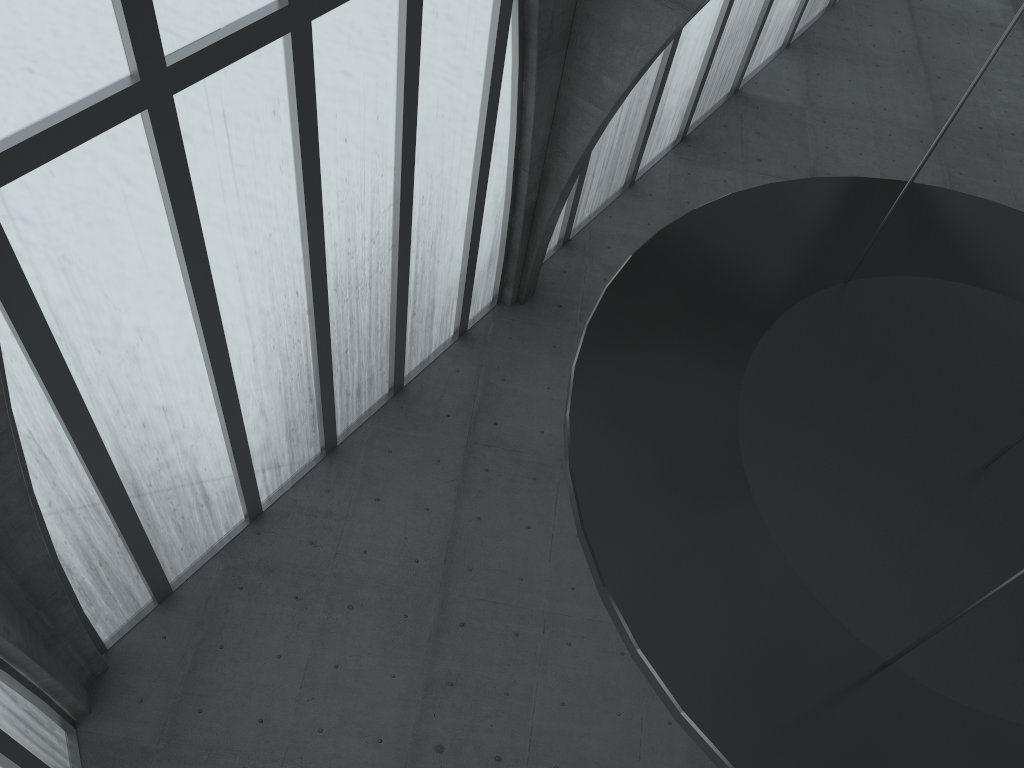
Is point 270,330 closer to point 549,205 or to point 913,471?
point 549,205
